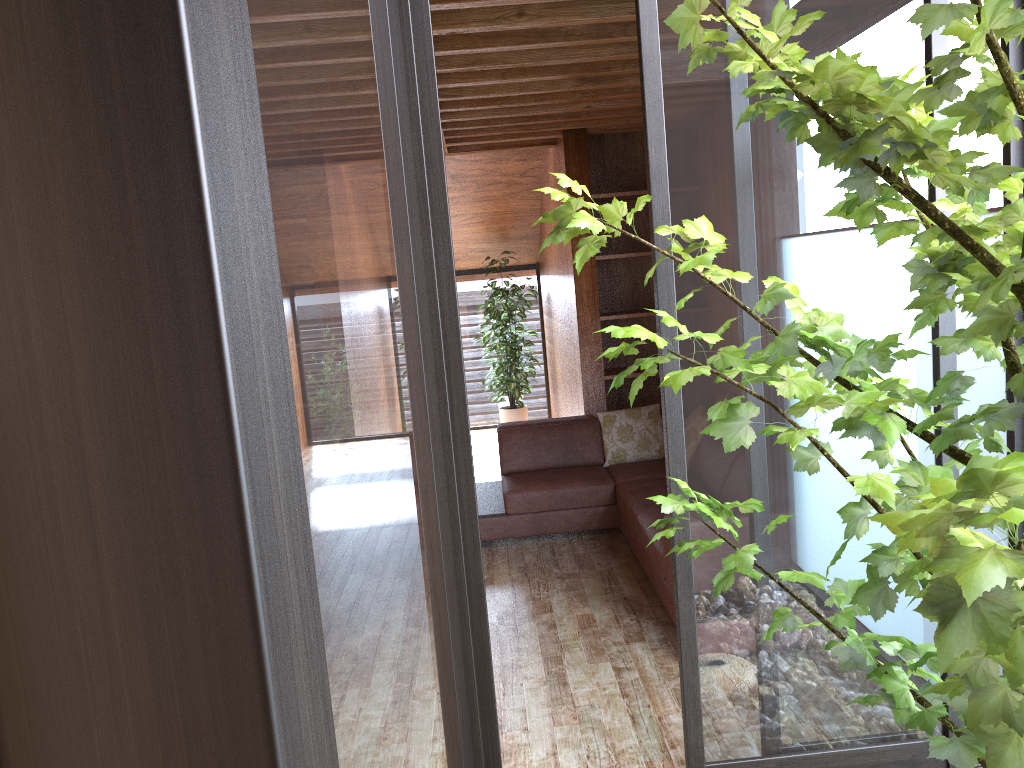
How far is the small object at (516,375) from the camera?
7.87m

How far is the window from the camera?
0.68m

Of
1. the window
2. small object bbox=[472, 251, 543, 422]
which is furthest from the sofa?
small object bbox=[472, 251, 543, 422]

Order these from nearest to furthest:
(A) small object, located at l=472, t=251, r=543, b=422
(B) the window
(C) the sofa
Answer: (B) the window, (C) the sofa, (A) small object, located at l=472, t=251, r=543, b=422

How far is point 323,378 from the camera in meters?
0.7 m

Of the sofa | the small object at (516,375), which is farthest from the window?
the sofa

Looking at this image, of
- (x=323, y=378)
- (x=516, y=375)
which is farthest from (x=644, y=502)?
(x=323, y=378)

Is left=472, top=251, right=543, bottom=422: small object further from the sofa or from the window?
the sofa

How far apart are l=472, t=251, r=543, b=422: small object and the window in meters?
0.3 m

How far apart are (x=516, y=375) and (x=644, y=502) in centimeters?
365cm
